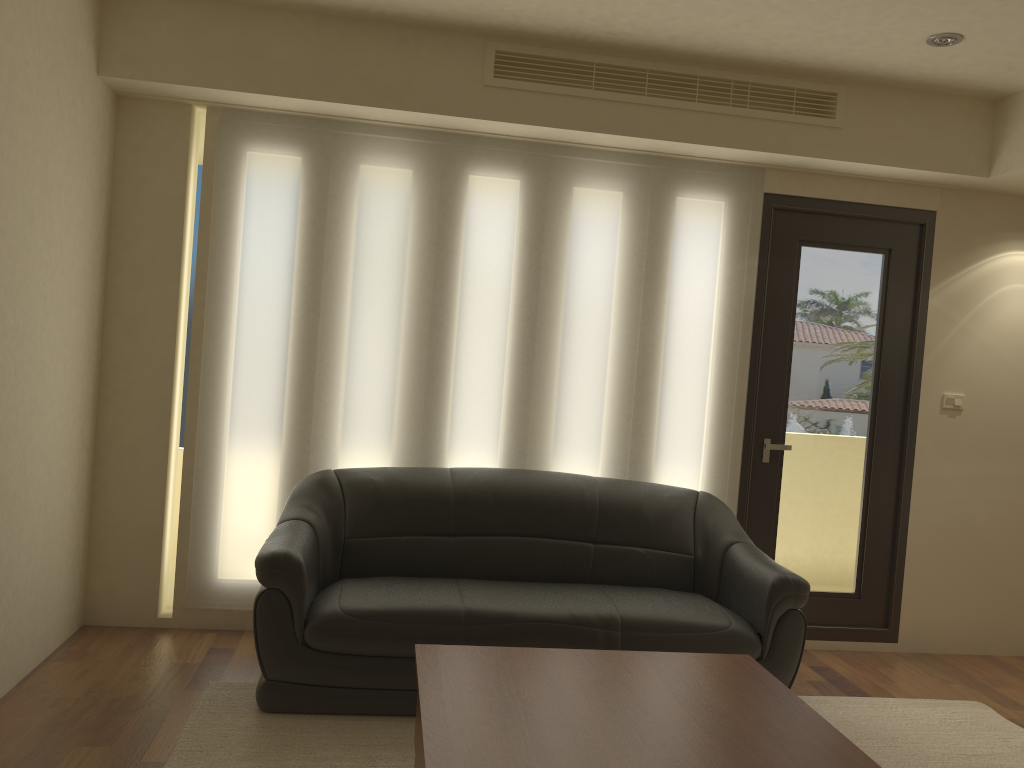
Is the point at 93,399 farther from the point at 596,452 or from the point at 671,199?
the point at 671,199

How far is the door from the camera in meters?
4.8

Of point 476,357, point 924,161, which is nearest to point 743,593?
point 476,357

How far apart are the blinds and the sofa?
0.2m

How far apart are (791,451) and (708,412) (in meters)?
0.56

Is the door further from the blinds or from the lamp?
the lamp

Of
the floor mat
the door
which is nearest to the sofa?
the floor mat

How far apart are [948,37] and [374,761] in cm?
375

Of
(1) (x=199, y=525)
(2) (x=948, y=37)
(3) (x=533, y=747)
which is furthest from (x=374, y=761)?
(2) (x=948, y=37)

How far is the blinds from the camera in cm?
441
